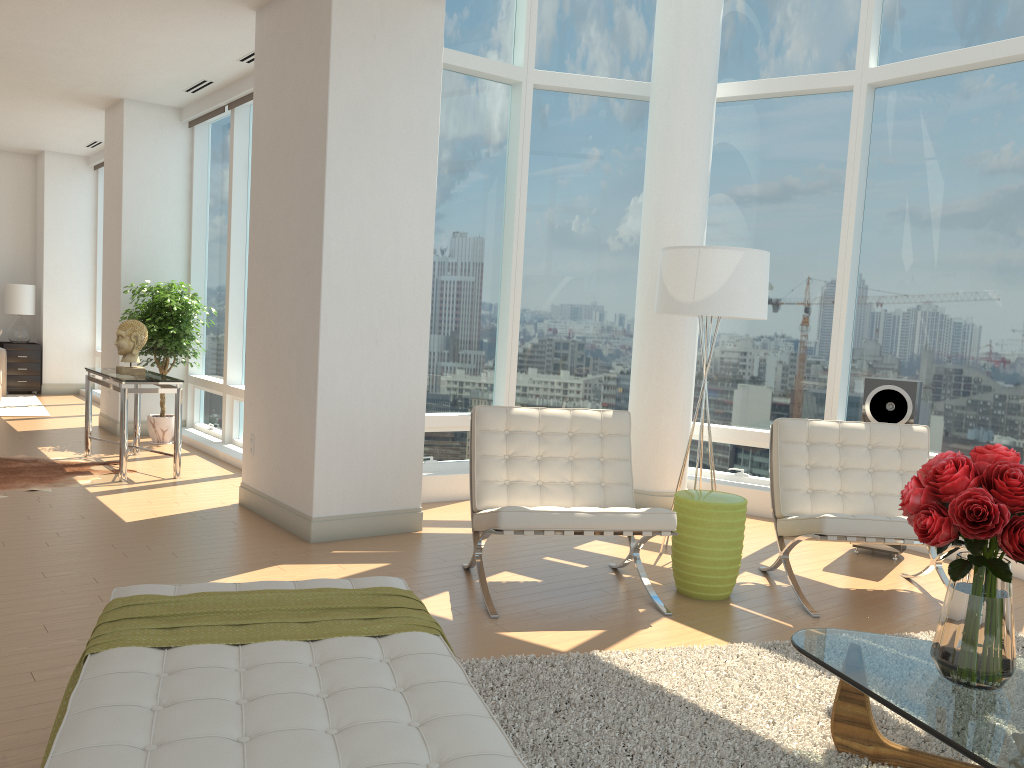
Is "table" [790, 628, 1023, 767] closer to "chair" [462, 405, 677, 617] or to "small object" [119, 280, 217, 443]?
"chair" [462, 405, 677, 617]

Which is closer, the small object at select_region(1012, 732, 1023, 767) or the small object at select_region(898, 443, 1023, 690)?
the small object at select_region(1012, 732, 1023, 767)

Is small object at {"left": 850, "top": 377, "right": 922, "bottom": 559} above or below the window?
below

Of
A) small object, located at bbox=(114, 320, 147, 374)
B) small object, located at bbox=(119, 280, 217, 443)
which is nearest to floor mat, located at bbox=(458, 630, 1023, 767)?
small object, located at bbox=(114, 320, 147, 374)

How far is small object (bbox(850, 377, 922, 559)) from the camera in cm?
564

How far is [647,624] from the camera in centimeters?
420cm

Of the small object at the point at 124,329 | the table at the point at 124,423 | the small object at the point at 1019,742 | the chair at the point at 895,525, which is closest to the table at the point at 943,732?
the small object at the point at 1019,742

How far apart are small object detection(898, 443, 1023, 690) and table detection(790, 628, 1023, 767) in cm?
2

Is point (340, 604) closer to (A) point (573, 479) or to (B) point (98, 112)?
(A) point (573, 479)

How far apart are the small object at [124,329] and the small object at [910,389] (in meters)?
5.56
